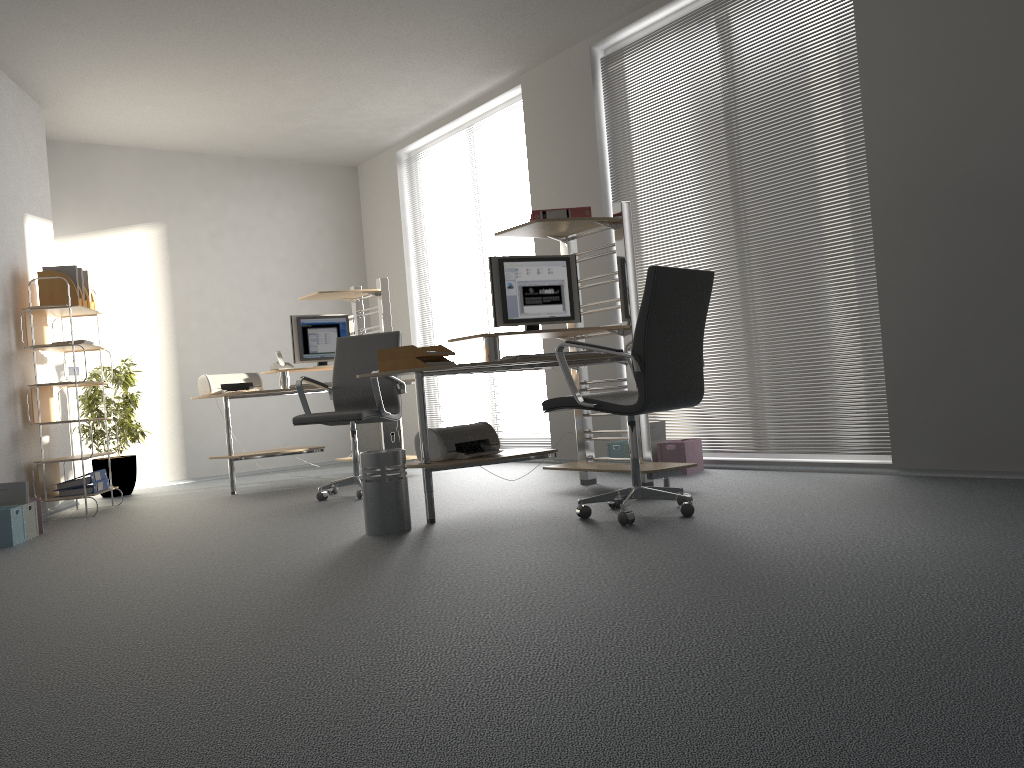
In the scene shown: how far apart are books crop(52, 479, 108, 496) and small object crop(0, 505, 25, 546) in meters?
1.1

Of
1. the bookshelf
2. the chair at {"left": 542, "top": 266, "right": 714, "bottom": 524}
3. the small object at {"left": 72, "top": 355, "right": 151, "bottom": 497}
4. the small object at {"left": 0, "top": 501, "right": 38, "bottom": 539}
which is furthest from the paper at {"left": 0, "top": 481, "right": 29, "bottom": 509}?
the chair at {"left": 542, "top": 266, "right": 714, "bottom": 524}

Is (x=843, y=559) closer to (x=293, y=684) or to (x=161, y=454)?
(x=293, y=684)

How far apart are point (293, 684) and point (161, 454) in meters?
6.4 m

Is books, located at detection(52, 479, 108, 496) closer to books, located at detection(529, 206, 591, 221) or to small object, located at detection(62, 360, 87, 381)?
small object, located at detection(62, 360, 87, 381)

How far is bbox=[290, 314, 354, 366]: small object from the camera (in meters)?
6.93

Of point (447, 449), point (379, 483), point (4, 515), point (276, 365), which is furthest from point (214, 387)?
point (379, 483)

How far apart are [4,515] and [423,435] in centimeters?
231cm

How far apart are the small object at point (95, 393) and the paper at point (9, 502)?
2.1m

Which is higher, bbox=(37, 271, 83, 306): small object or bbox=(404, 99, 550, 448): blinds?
bbox=(404, 99, 550, 448): blinds
